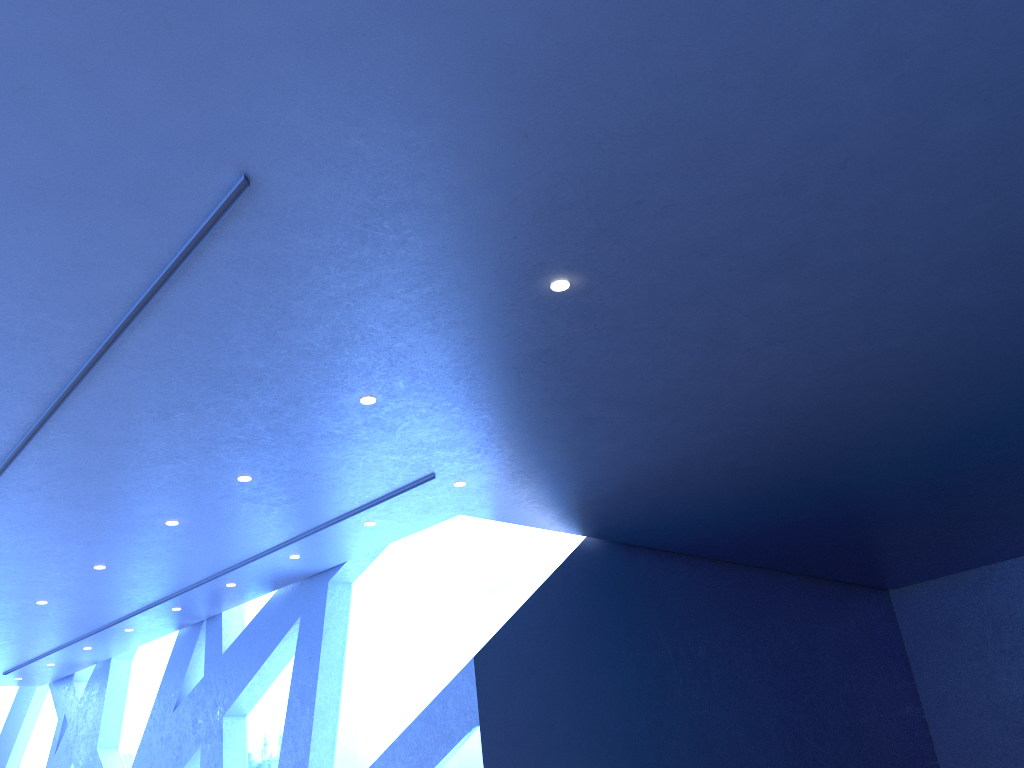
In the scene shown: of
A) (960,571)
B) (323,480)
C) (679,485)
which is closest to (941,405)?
(679,485)
